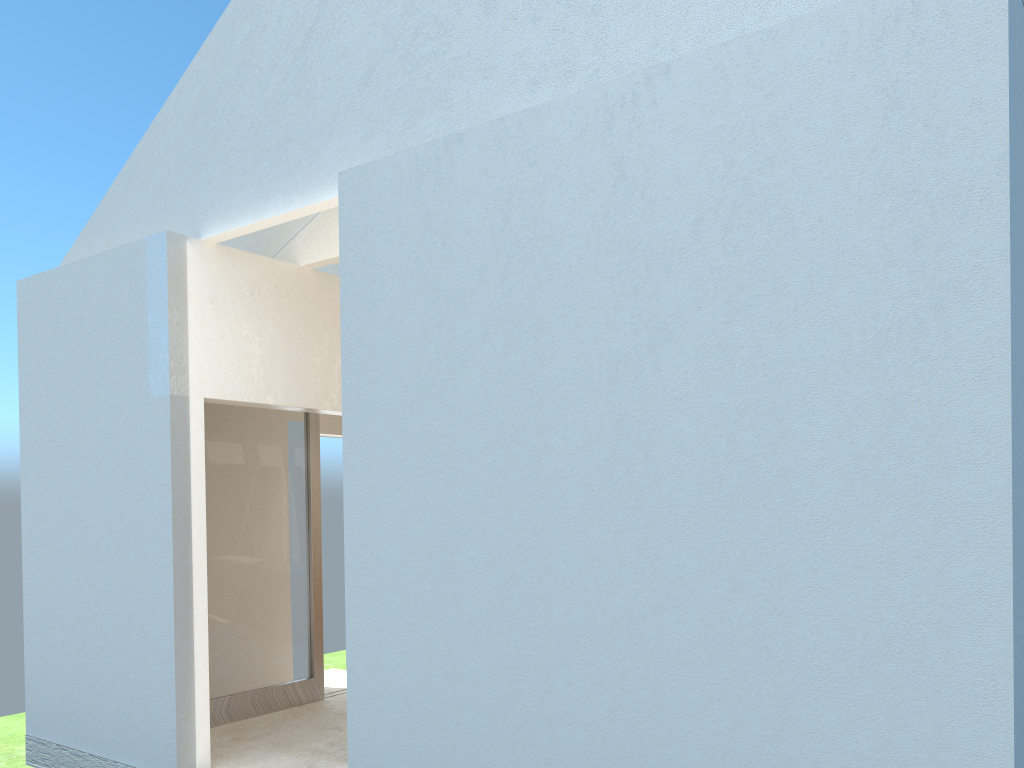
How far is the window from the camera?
16.1 meters

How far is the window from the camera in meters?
16.1 m

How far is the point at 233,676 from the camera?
16.1m
